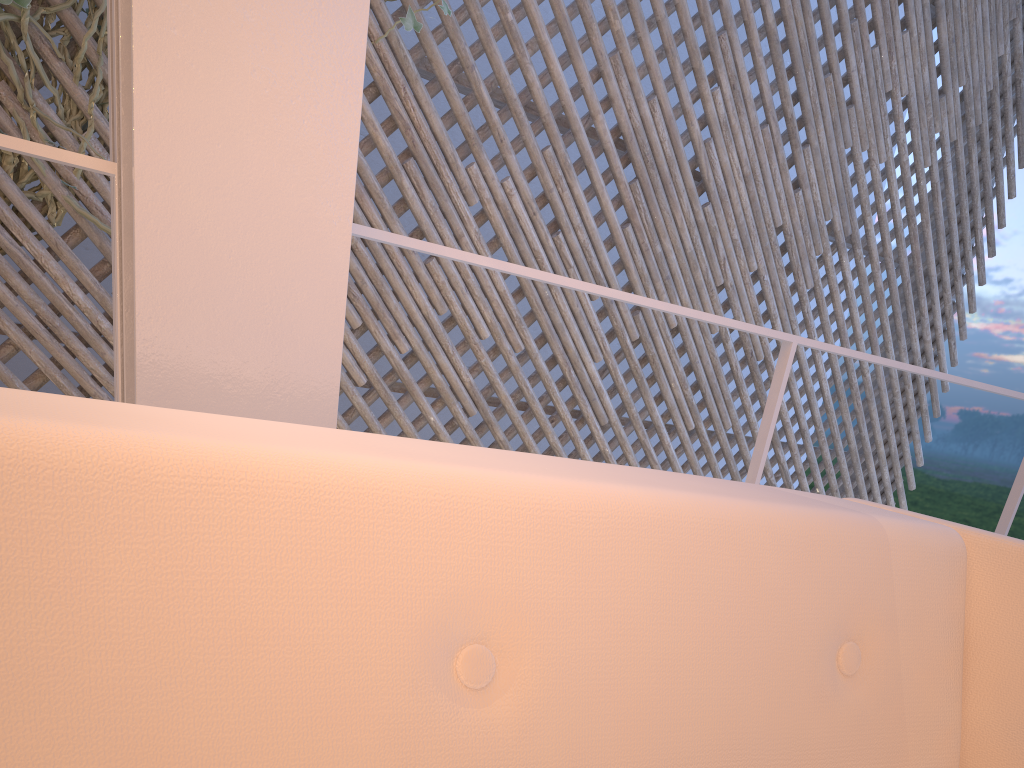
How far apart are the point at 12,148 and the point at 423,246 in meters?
0.4

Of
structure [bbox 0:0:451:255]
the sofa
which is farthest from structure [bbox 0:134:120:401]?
structure [bbox 0:0:451:255]

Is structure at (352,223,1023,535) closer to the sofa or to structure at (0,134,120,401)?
structure at (0,134,120,401)

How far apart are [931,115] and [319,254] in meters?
3.6

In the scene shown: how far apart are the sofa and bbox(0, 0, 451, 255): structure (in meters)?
1.76

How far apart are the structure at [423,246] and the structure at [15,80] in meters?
1.4 m

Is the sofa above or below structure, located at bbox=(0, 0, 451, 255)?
below

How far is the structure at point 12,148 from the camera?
0.66m

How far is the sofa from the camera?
0.3m

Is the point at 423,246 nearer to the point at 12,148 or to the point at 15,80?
the point at 12,148
